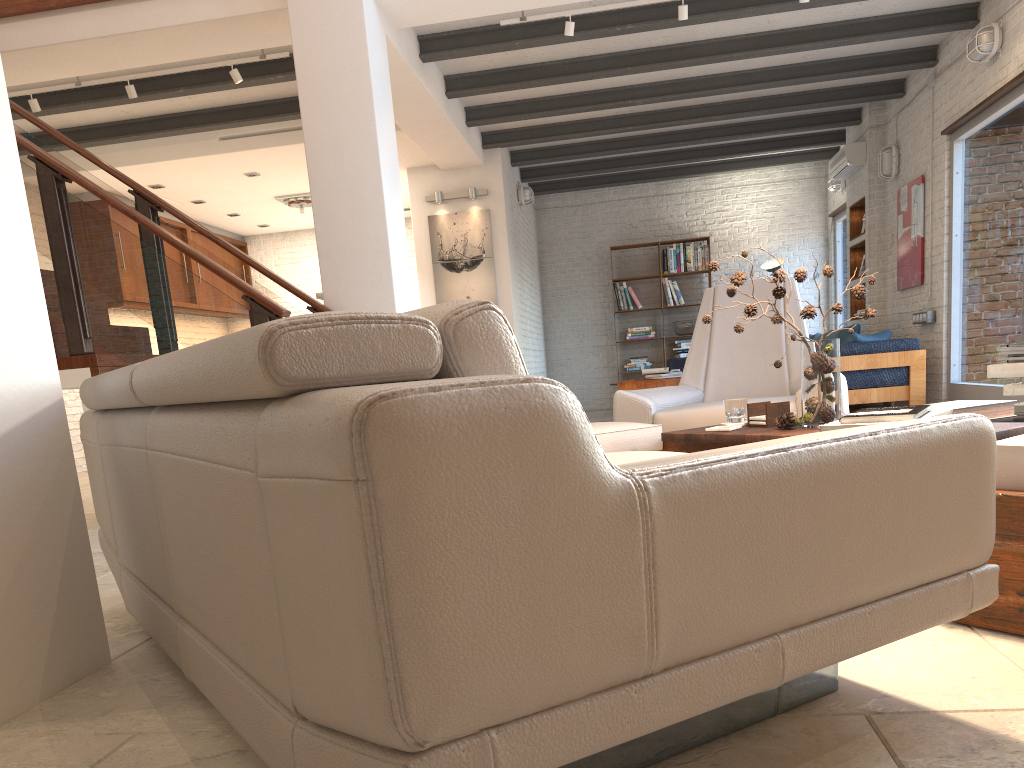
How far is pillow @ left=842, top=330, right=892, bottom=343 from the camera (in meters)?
7.87

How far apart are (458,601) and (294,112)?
7.6 meters

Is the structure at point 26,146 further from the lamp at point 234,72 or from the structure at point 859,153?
the structure at point 859,153

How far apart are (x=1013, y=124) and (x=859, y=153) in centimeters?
303cm

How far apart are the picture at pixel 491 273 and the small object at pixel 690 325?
3.7m

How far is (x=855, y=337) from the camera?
7.9 meters

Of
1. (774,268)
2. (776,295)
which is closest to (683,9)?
(776,295)

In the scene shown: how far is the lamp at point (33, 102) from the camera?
6.5 meters

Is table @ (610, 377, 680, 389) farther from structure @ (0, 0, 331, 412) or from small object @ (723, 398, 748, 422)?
small object @ (723, 398, 748, 422)

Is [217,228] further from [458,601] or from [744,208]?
[458,601]
